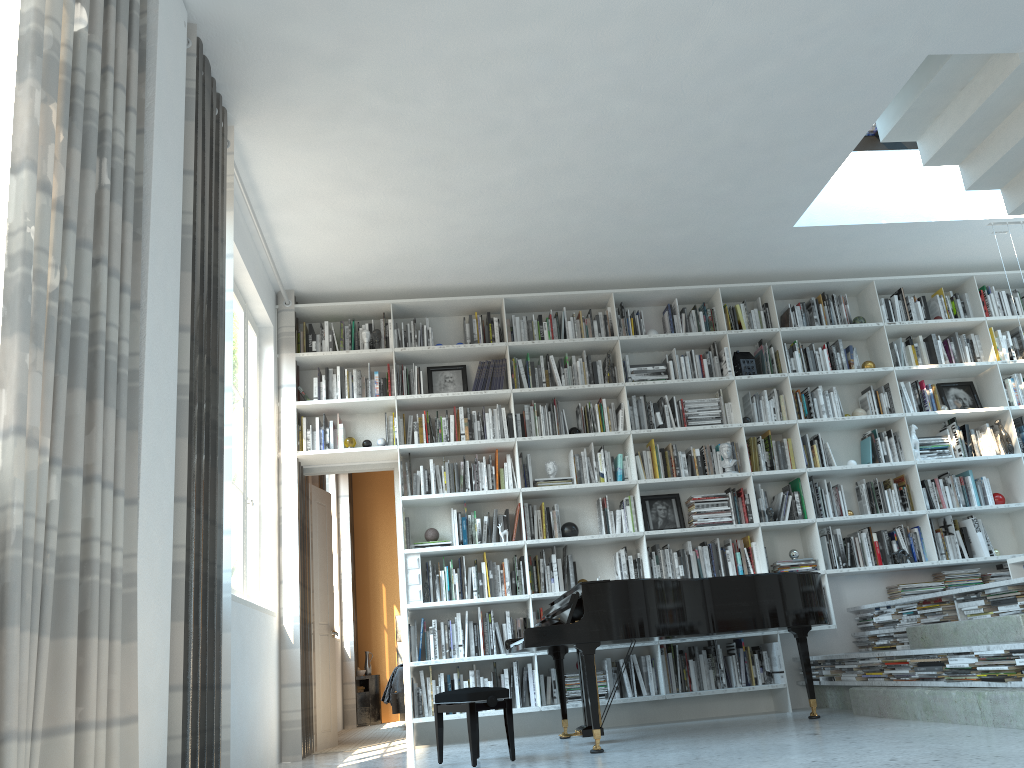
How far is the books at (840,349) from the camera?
6.9 meters

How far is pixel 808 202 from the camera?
5.9 meters

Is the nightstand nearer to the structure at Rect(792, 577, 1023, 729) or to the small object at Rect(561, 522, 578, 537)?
the small object at Rect(561, 522, 578, 537)

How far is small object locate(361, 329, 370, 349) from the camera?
6.5m

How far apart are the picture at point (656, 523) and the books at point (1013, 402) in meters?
2.8 m

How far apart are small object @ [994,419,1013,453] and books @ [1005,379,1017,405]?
0.3m

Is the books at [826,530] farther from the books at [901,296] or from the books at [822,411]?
the books at [901,296]

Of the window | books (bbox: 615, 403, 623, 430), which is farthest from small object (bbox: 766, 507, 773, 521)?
the window

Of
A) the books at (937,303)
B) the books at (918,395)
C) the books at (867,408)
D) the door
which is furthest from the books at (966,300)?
the door

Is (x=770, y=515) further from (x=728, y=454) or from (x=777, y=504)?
(x=728, y=454)
